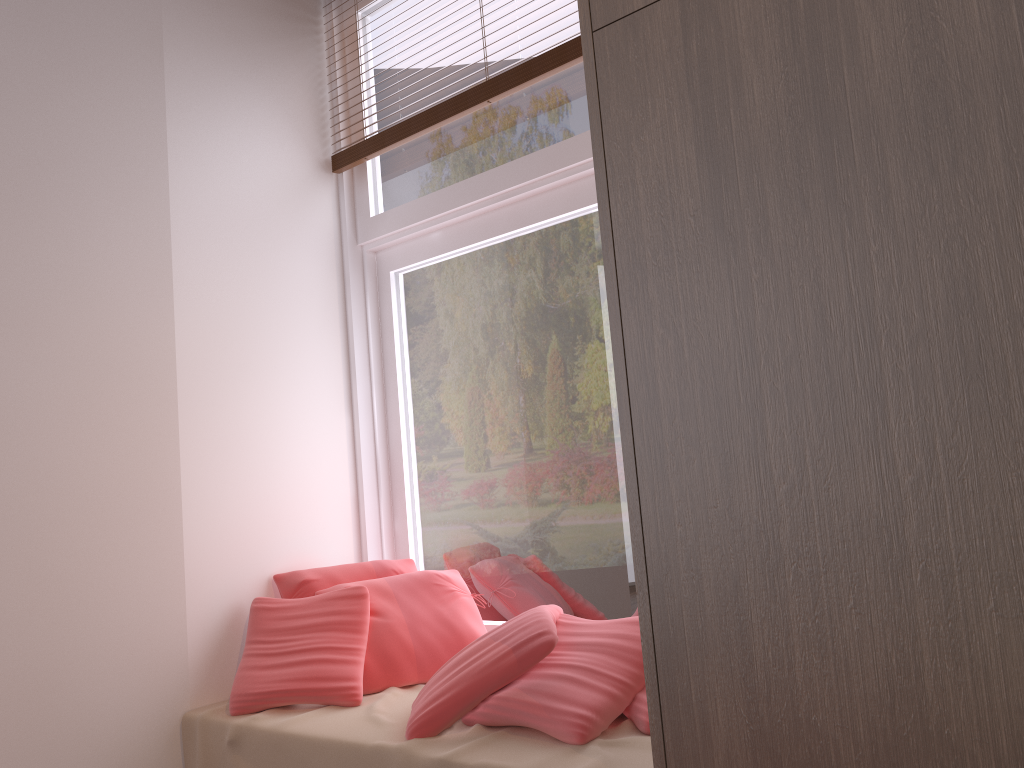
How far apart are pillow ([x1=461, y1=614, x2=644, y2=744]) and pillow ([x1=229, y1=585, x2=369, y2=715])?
0.4 meters

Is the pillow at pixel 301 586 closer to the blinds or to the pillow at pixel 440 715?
the pillow at pixel 440 715

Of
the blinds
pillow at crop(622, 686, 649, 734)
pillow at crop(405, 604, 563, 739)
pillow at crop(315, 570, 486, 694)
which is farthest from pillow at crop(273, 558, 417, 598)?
the blinds

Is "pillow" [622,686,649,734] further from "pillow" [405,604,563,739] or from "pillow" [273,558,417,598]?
"pillow" [273,558,417,598]

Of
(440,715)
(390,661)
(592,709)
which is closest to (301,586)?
(390,661)

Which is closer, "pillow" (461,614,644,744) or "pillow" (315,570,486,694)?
"pillow" (461,614,644,744)

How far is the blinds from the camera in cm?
229

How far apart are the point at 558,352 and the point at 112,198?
1.27m

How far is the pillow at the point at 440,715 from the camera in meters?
1.8

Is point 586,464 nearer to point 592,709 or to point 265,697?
point 592,709
